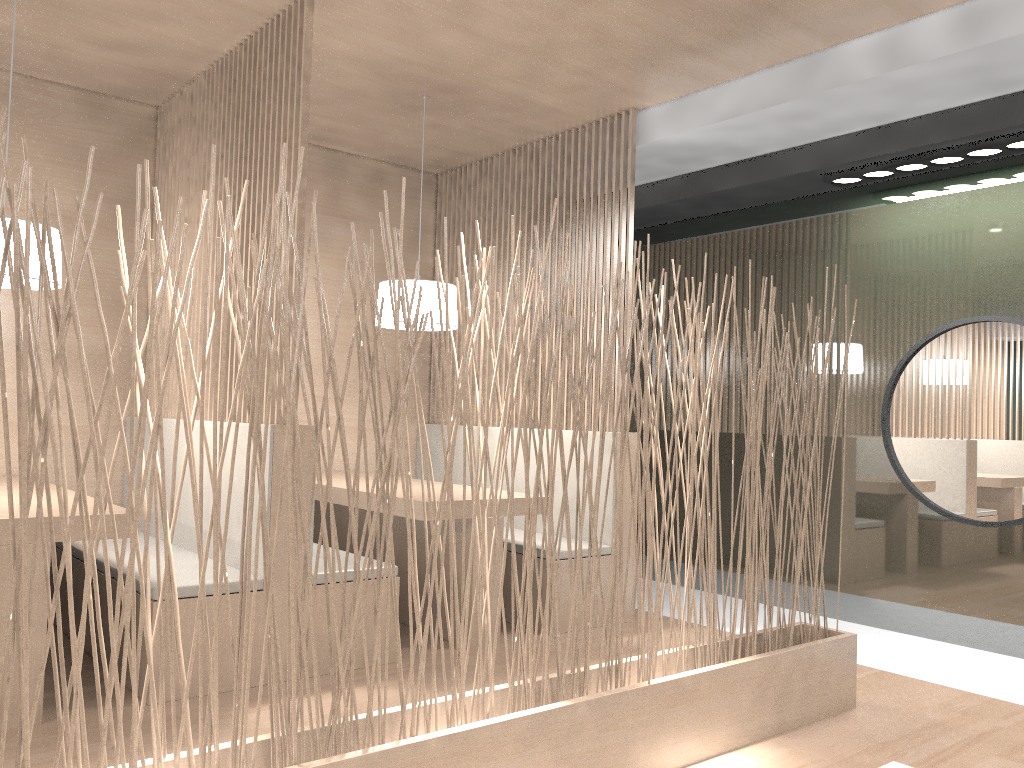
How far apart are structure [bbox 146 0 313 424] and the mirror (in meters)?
1.82

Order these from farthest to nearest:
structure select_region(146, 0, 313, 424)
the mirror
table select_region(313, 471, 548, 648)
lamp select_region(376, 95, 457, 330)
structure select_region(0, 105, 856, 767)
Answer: lamp select_region(376, 95, 457, 330) → the mirror → table select_region(313, 471, 548, 648) → structure select_region(146, 0, 313, 424) → structure select_region(0, 105, 856, 767)

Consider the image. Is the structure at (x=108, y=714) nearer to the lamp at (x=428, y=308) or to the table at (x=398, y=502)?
the table at (x=398, y=502)

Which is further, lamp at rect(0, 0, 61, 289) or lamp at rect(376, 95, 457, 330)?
lamp at rect(376, 95, 457, 330)

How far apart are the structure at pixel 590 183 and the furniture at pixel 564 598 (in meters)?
0.07

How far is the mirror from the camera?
2.5 meters

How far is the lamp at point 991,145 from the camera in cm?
236

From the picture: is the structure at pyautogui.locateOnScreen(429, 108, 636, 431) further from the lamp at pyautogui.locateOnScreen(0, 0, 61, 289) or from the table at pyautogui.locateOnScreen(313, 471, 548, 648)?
the lamp at pyautogui.locateOnScreen(0, 0, 61, 289)

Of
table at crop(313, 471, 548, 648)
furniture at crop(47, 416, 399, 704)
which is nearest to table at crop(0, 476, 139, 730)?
furniture at crop(47, 416, 399, 704)

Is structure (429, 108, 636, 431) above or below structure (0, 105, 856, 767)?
above
